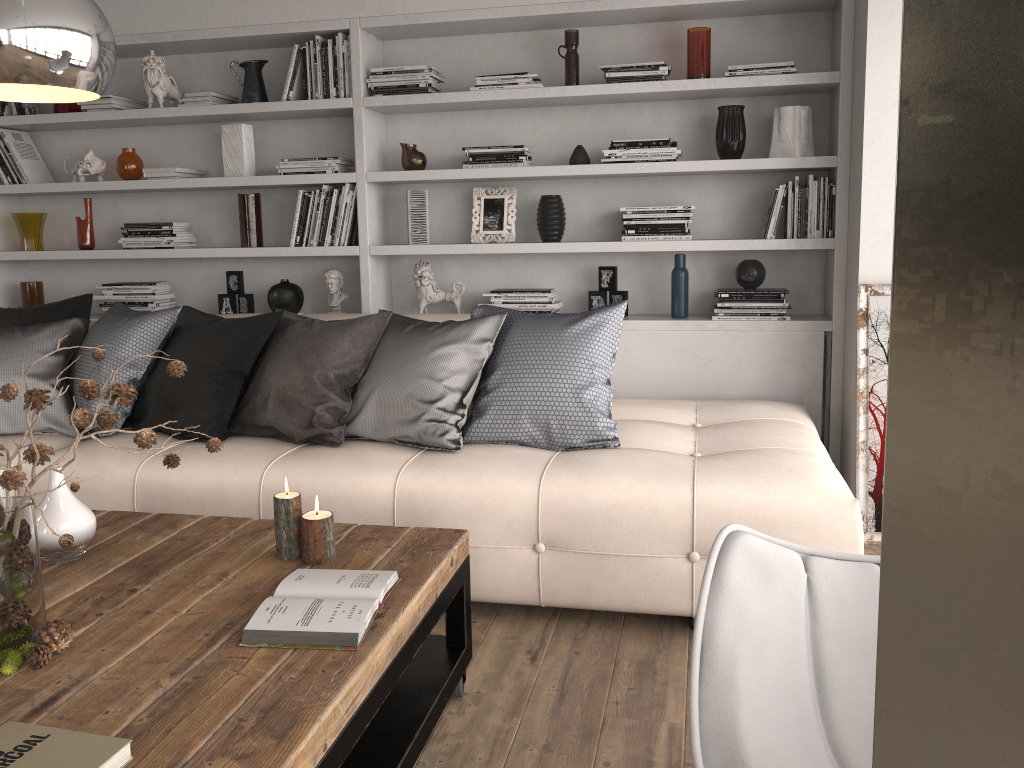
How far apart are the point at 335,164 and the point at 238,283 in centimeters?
82cm

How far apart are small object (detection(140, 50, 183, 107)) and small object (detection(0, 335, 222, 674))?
3.0m

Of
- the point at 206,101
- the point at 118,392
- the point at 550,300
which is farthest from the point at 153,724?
the point at 206,101

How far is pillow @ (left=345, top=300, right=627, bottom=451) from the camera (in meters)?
3.02

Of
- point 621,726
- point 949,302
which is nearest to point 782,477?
point 621,726

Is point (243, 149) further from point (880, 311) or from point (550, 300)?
point (880, 311)

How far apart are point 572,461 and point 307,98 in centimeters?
233cm

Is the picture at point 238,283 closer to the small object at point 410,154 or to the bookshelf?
the bookshelf

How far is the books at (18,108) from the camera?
4.5 meters

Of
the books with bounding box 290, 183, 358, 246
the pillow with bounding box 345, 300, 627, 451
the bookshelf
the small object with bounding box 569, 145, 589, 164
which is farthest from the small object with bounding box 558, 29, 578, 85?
the pillow with bounding box 345, 300, 627, 451
